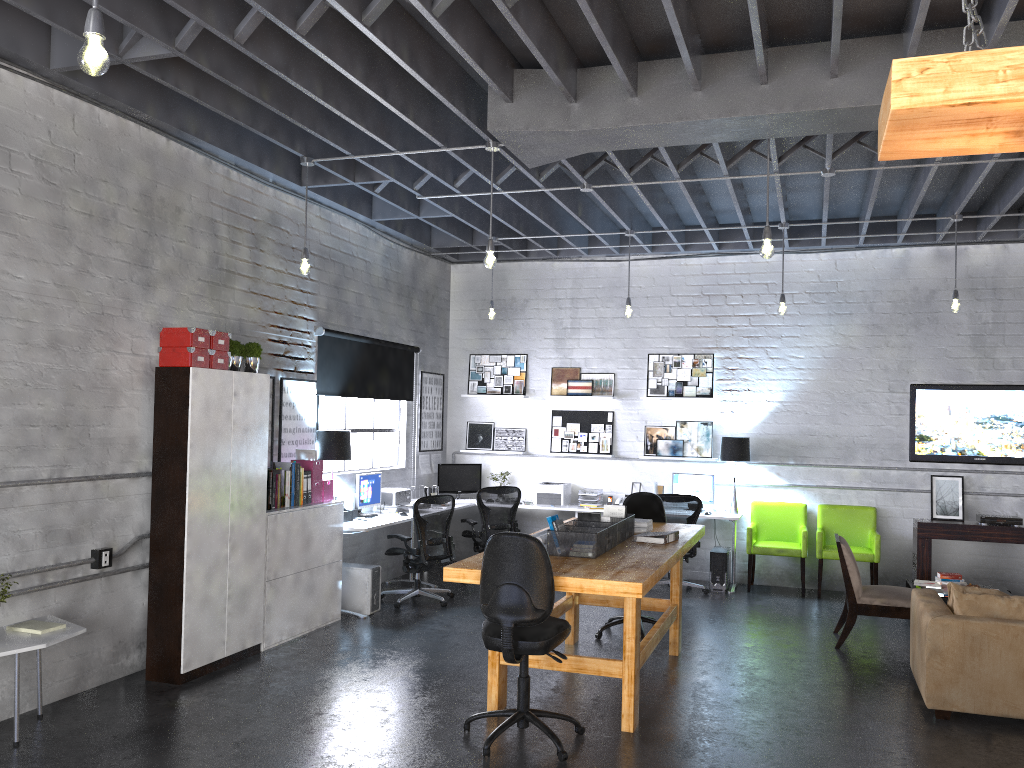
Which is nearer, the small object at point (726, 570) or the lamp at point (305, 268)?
the lamp at point (305, 268)

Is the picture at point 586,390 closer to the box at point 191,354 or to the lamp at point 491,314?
the lamp at point 491,314

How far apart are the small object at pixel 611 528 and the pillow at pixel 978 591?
2.19m

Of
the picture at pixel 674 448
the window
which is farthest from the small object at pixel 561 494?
the window

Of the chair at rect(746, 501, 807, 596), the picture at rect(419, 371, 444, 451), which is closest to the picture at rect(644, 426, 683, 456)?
the chair at rect(746, 501, 807, 596)

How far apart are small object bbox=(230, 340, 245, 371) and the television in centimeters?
677cm

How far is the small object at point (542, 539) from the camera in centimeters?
546cm

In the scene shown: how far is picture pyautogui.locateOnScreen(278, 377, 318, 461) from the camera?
7.6 meters

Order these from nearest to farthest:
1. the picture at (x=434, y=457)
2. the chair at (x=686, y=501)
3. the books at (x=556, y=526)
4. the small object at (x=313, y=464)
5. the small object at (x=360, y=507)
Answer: the books at (x=556, y=526), the small object at (x=313, y=464), the small object at (x=360, y=507), the chair at (x=686, y=501), the picture at (x=434, y=457)

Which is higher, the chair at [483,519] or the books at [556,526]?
the books at [556,526]
